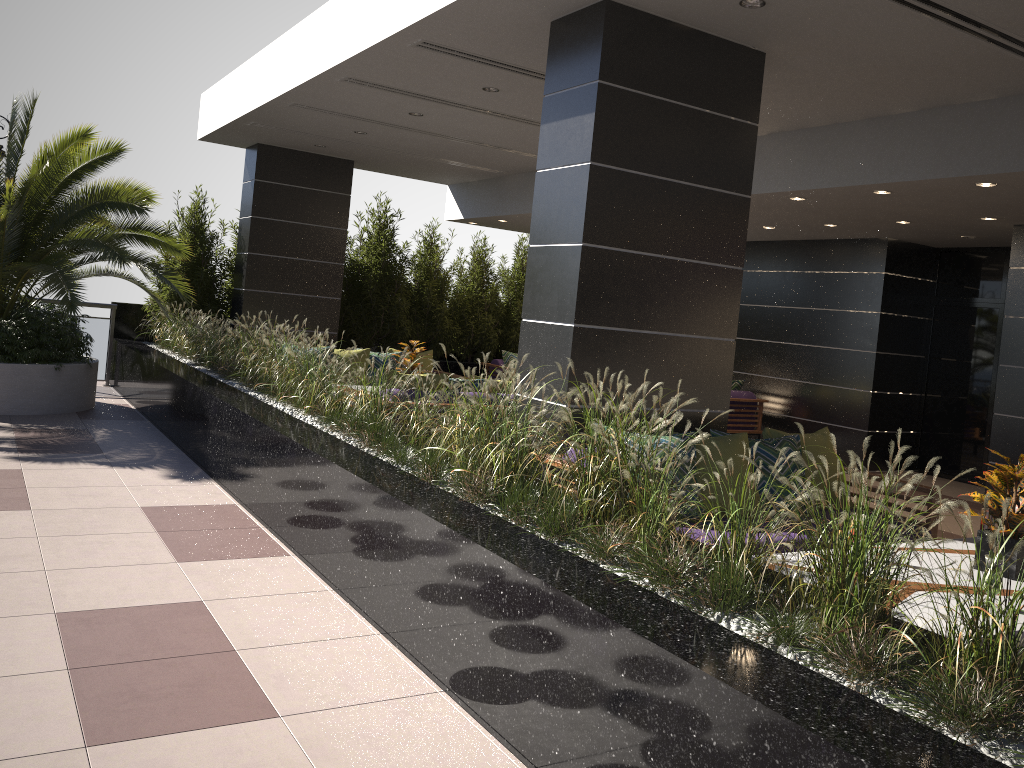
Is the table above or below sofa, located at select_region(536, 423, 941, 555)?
below

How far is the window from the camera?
10.19m

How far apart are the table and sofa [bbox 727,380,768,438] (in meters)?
6.54

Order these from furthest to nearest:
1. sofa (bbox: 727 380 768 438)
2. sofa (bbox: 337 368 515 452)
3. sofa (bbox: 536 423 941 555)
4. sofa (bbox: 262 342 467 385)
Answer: sofa (bbox: 727 380 768 438)
sofa (bbox: 262 342 467 385)
sofa (bbox: 337 368 515 452)
sofa (bbox: 536 423 941 555)

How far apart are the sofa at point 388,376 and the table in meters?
4.2 m

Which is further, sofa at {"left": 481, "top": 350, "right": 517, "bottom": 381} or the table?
sofa at {"left": 481, "top": 350, "right": 517, "bottom": 381}

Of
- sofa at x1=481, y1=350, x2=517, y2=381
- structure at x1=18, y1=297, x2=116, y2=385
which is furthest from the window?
structure at x1=18, y1=297, x2=116, y2=385

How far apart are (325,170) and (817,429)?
7.12m

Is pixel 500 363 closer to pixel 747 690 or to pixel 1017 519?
pixel 1017 519

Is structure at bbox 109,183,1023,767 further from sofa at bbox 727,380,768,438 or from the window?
the window
